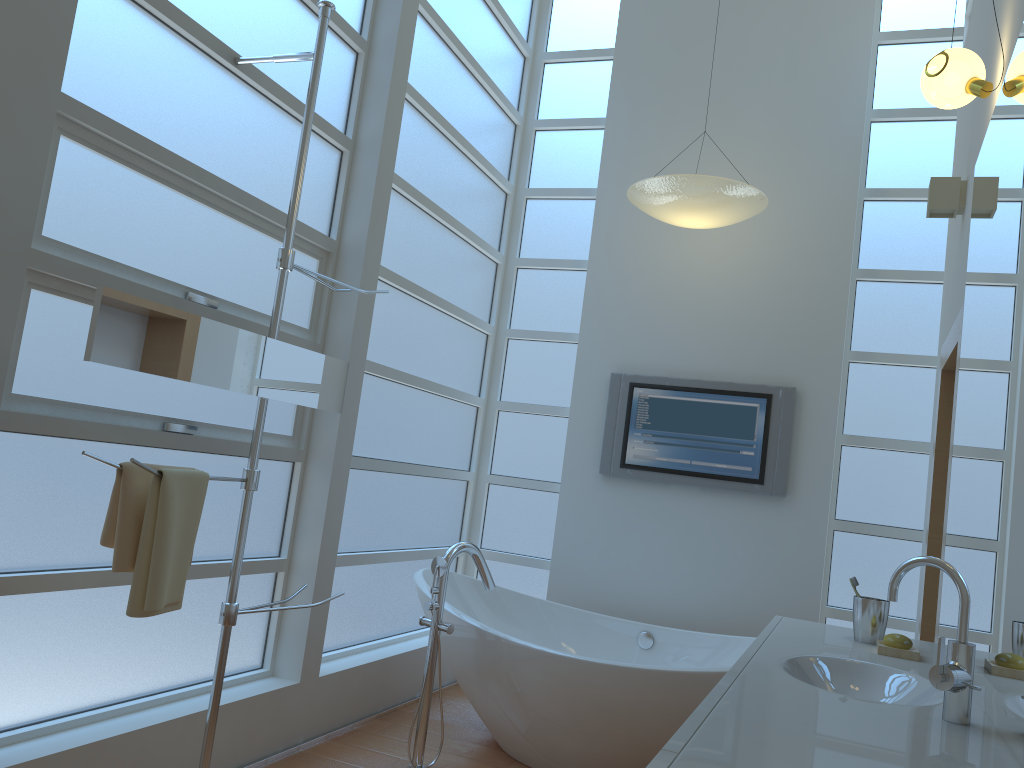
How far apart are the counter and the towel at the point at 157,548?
1.32m

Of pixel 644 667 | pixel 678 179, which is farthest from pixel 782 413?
pixel 644 667

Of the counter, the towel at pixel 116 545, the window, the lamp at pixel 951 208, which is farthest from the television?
the towel at pixel 116 545

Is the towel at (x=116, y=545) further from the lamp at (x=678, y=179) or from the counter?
the lamp at (x=678, y=179)

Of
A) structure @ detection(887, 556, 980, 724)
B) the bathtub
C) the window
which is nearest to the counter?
structure @ detection(887, 556, 980, 724)

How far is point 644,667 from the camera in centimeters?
303cm

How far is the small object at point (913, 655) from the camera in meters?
2.1 m

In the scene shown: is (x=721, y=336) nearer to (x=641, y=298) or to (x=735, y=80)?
(x=641, y=298)

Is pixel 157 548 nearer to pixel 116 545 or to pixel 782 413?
pixel 116 545

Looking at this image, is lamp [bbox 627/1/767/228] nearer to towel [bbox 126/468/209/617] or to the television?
the television
